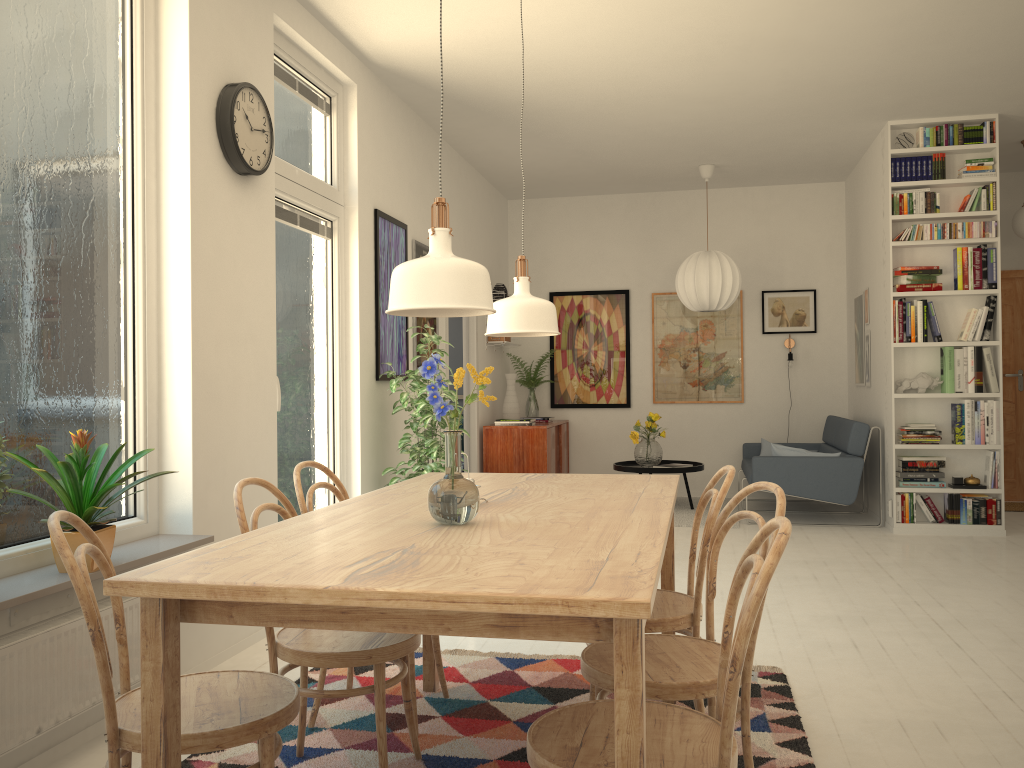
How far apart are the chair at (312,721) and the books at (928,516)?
4.48m

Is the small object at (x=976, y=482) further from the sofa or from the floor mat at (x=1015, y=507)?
the floor mat at (x=1015, y=507)

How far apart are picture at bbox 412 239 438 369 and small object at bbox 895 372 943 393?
3.31m

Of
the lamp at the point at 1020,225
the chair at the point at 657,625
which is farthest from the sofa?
the chair at the point at 657,625

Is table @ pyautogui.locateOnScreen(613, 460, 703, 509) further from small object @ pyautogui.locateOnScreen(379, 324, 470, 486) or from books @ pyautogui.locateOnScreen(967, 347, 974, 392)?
small object @ pyautogui.locateOnScreen(379, 324, 470, 486)

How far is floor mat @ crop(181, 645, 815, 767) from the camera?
Answer: 2.5m

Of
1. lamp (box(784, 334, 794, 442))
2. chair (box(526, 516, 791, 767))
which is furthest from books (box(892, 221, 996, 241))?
chair (box(526, 516, 791, 767))

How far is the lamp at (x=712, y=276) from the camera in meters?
7.2

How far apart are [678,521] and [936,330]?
2.28m

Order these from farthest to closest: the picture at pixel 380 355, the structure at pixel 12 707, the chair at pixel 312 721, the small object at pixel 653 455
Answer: the small object at pixel 653 455 < the picture at pixel 380 355 < the chair at pixel 312 721 < the structure at pixel 12 707
